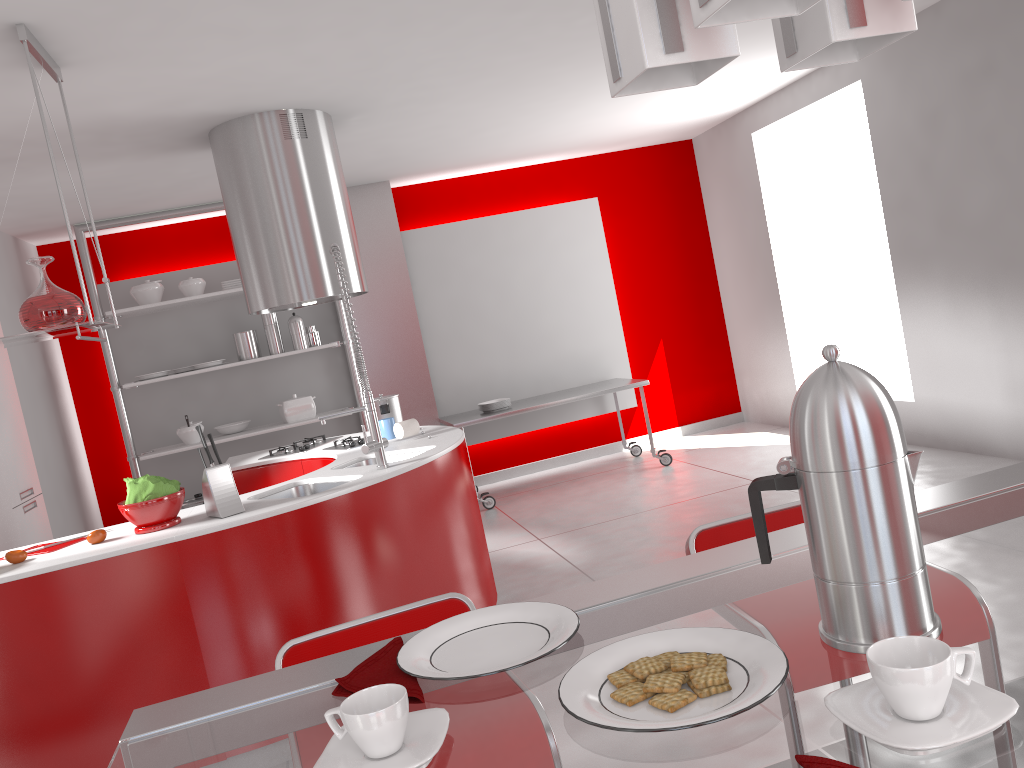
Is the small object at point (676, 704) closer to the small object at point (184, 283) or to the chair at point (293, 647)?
the chair at point (293, 647)

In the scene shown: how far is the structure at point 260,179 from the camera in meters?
4.4

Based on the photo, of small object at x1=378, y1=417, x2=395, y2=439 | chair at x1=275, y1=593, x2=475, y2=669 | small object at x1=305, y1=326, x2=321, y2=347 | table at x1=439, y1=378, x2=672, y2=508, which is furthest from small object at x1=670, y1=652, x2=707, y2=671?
small object at x1=305, y1=326, x2=321, y2=347

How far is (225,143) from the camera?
4.5 meters

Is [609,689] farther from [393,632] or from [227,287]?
[227,287]

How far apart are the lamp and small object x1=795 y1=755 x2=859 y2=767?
0.57m

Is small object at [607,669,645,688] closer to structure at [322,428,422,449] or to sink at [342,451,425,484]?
sink at [342,451,425,484]

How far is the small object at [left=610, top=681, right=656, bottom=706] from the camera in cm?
81

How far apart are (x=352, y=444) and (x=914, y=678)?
3.9m

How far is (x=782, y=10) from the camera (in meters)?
0.75
